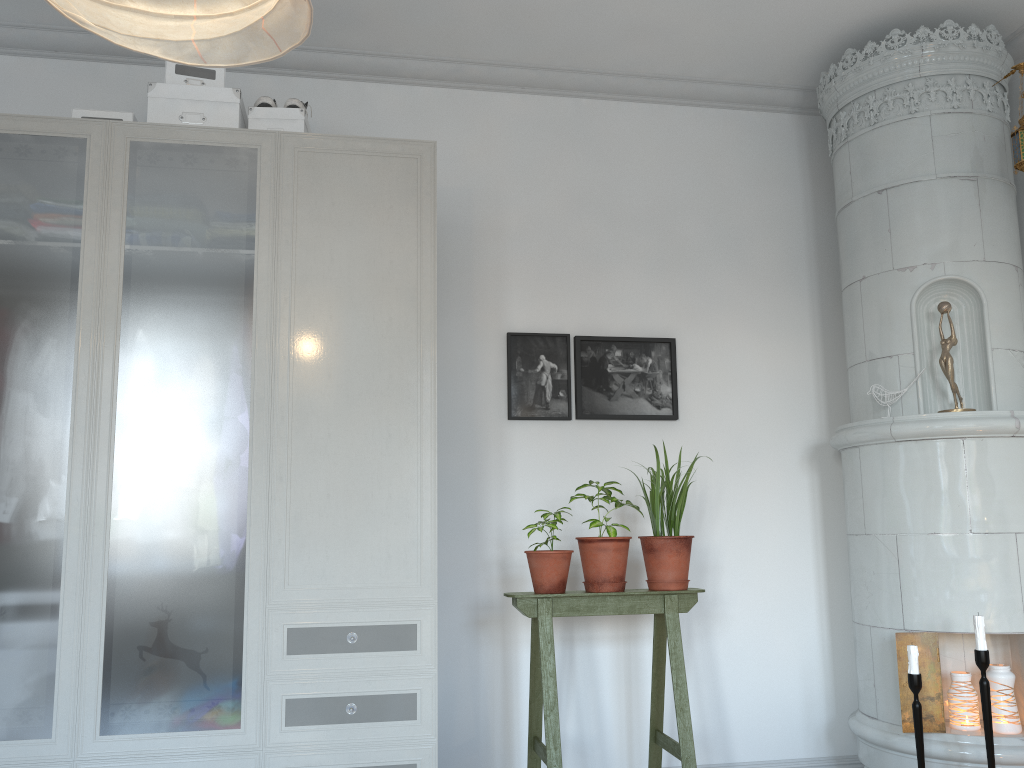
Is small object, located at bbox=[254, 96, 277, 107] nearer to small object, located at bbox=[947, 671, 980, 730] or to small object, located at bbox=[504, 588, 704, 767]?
small object, located at bbox=[504, 588, 704, 767]

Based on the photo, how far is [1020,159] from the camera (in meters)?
3.00

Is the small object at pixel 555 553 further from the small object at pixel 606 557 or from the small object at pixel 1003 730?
the small object at pixel 1003 730

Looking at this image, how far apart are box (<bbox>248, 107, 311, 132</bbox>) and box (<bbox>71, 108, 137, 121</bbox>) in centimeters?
36cm

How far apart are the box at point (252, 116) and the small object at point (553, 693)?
1.6m

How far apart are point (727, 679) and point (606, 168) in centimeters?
209cm

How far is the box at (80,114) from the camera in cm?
275

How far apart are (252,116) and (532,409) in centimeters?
145cm

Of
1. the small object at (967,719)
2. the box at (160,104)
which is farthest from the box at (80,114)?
the small object at (967,719)

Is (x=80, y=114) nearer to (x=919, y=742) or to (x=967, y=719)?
(x=919, y=742)
